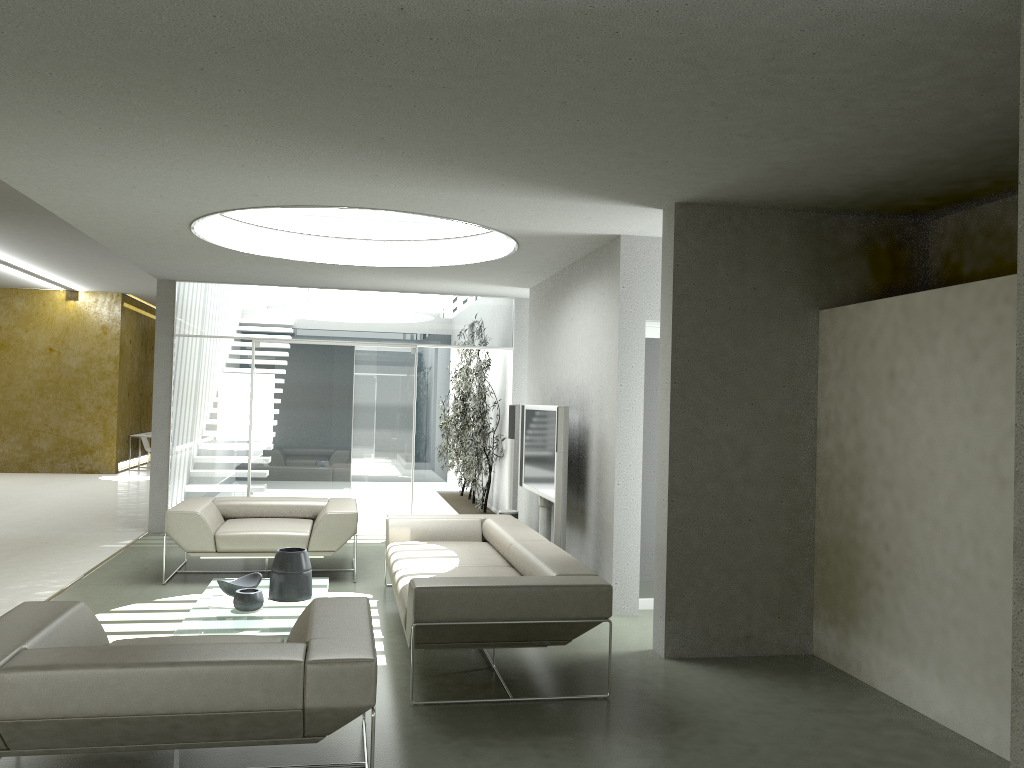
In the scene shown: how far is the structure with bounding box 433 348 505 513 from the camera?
10.59m

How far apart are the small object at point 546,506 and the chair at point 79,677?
3.79m

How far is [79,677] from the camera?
2.9 meters

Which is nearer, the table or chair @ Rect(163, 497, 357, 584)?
the table

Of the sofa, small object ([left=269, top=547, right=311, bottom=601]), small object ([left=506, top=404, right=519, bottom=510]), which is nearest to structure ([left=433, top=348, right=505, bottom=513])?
small object ([left=506, top=404, right=519, bottom=510])

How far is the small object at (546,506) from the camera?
7.6 meters

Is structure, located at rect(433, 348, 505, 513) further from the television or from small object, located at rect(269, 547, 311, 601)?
small object, located at rect(269, 547, 311, 601)

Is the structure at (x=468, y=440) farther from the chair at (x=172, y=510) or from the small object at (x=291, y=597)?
the small object at (x=291, y=597)

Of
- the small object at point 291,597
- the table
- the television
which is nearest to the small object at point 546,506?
the television

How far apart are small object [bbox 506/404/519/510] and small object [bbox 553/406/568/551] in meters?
2.2
